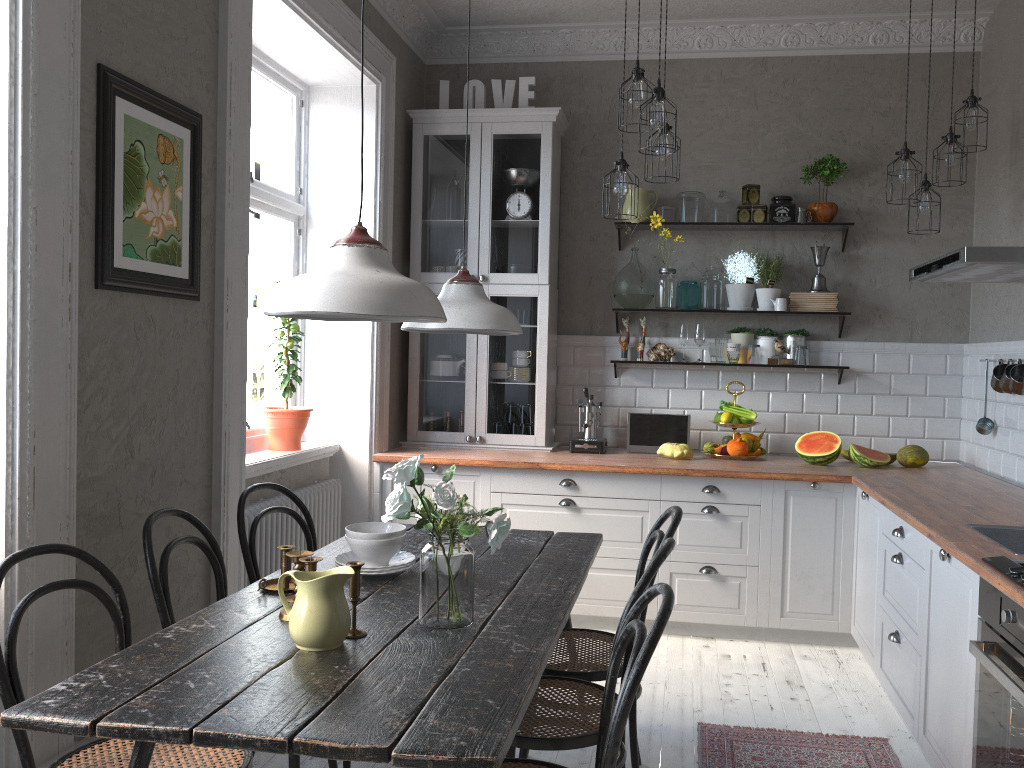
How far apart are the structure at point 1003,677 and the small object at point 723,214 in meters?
3.0

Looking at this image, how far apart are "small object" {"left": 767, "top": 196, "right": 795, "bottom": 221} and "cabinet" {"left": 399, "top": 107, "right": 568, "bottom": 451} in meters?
1.2 m

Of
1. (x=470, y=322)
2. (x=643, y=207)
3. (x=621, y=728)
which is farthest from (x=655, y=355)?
(x=621, y=728)

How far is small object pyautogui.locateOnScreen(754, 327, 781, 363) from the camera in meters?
5.0 m

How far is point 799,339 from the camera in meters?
4.9

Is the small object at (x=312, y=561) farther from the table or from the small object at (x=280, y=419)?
the small object at (x=280, y=419)

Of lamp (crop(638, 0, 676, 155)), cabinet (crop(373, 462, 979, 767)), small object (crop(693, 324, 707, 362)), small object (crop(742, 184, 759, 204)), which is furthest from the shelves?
lamp (crop(638, 0, 676, 155))

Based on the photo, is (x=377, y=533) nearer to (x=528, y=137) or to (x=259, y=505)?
(x=259, y=505)

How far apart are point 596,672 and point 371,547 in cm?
77

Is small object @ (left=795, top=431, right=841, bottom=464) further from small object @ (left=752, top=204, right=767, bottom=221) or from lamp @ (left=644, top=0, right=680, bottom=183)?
lamp @ (left=644, top=0, right=680, bottom=183)
